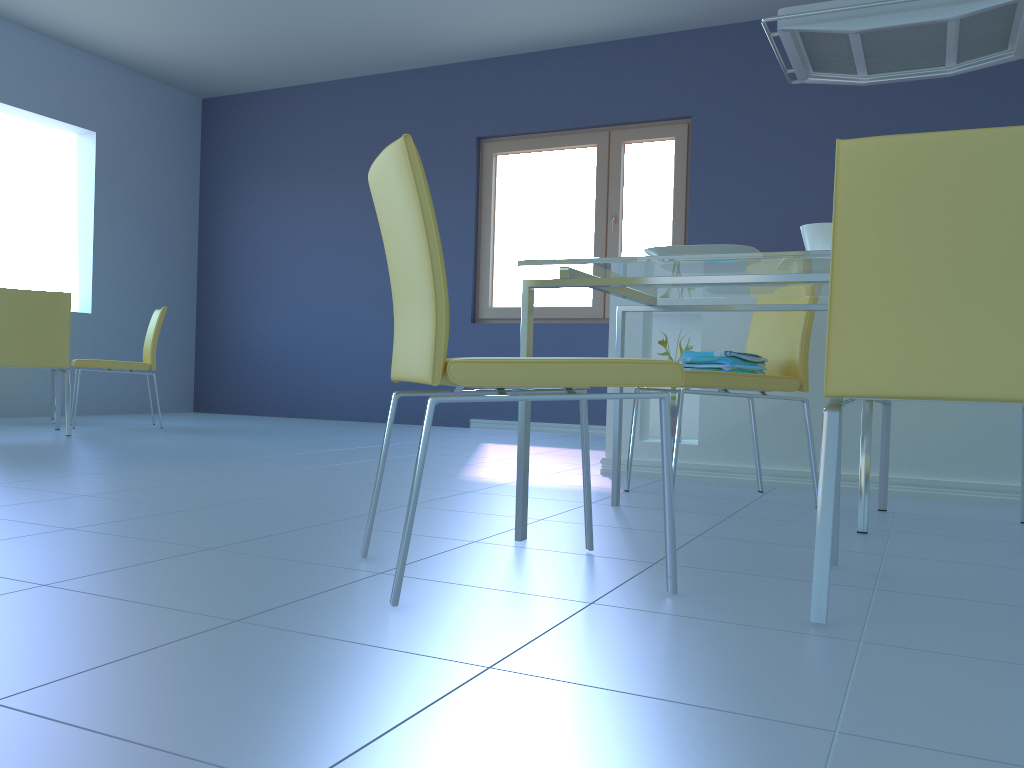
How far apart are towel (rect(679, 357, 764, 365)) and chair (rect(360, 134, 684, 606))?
0.9 meters

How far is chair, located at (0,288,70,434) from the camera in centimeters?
417cm

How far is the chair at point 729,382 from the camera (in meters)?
2.45

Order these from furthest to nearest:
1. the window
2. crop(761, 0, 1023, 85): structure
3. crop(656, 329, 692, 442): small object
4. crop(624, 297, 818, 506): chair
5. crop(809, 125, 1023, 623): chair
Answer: the window < crop(656, 329, 692, 442): small object < crop(761, 0, 1023, 85): structure < crop(624, 297, 818, 506): chair < crop(809, 125, 1023, 623): chair

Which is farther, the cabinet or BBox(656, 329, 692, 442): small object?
BBox(656, 329, 692, 442): small object

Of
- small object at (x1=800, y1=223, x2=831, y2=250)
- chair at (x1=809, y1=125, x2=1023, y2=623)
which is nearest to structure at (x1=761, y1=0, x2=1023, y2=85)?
small object at (x1=800, y1=223, x2=831, y2=250)

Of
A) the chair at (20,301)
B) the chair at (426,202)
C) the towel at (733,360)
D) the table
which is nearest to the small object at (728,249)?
the table

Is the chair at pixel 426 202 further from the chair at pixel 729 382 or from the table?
the chair at pixel 729 382

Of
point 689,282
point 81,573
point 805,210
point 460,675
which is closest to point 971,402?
point 689,282

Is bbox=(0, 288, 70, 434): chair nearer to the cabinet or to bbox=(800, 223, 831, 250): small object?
the cabinet
